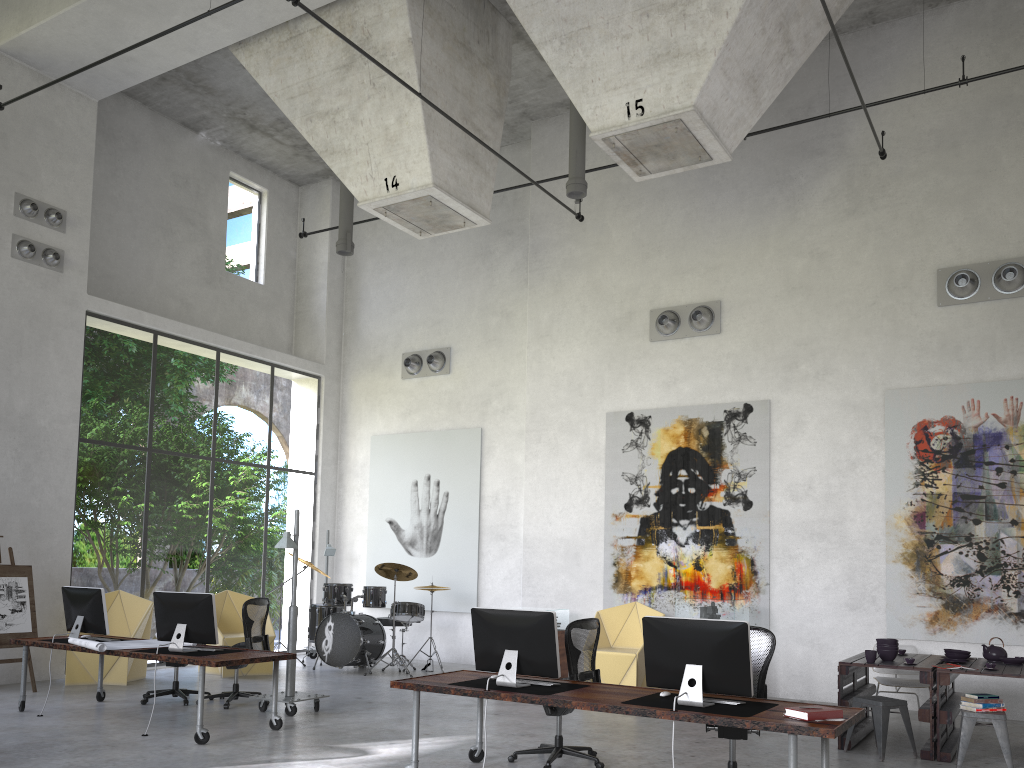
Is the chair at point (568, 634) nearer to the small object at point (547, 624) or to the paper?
the small object at point (547, 624)

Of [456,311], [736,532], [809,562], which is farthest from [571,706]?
[456,311]

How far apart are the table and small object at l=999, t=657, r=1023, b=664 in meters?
0.1

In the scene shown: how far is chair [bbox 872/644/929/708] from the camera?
8.9 meters

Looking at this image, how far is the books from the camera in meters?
5.0 m

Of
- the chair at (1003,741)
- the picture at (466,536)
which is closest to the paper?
the picture at (466,536)

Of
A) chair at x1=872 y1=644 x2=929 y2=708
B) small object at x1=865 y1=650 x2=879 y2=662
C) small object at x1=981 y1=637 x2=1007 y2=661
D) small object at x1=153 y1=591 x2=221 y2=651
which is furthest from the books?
small object at x1=153 y1=591 x2=221 y2=651

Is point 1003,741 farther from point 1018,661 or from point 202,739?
point 202,739

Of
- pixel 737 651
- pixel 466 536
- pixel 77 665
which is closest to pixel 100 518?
pixel 466 536

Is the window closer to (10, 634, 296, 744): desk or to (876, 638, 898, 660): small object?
(10, 634, 296, 744): desk
